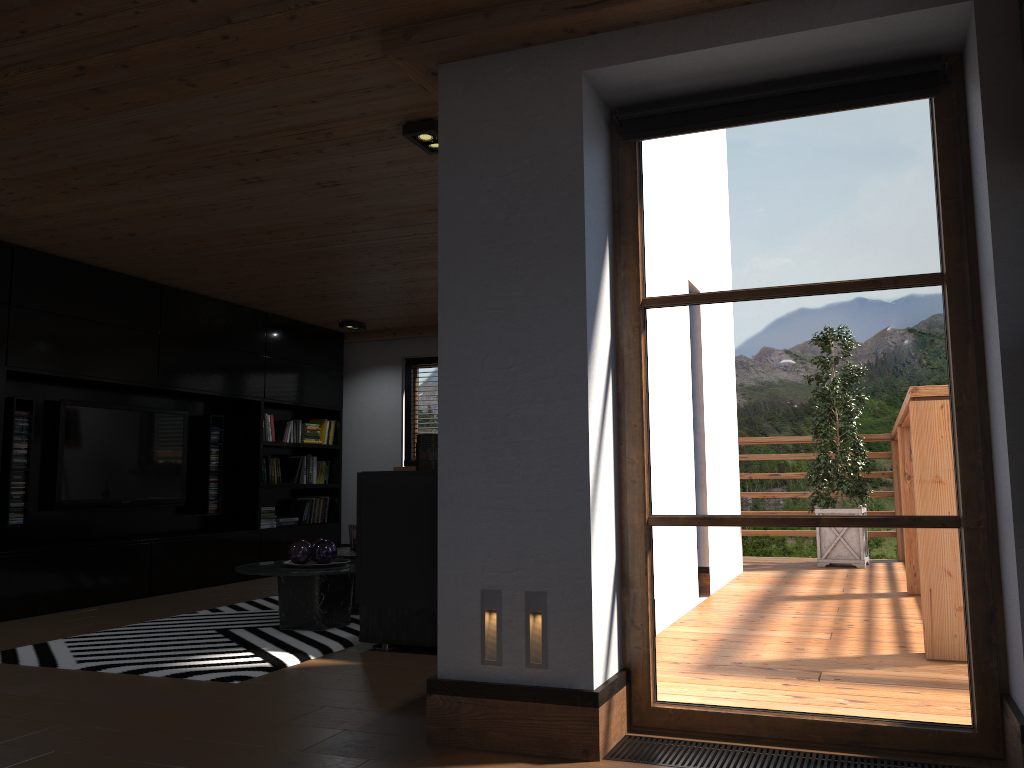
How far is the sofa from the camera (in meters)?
Answer: 4.34

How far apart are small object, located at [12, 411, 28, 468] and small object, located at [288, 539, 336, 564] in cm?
221

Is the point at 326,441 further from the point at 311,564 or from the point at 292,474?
the point at 311,564

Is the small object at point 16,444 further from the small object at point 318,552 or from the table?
the small object at point 318,552

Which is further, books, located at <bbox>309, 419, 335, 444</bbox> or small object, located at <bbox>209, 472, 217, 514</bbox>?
books, located at <bbox>309, 419, 335, 444</bbox>

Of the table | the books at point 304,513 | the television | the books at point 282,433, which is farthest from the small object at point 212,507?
the table

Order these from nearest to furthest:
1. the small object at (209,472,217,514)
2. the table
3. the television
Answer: the table
the television
the small object at (209,472,217,514)

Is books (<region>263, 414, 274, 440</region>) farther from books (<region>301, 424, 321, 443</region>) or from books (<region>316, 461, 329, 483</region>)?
books (<region>316, 461, 329, 483</region>)

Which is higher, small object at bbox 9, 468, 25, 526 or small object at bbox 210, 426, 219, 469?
small object at bbox 210, 426, 219, 469

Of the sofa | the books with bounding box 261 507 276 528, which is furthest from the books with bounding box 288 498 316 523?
the sofa
